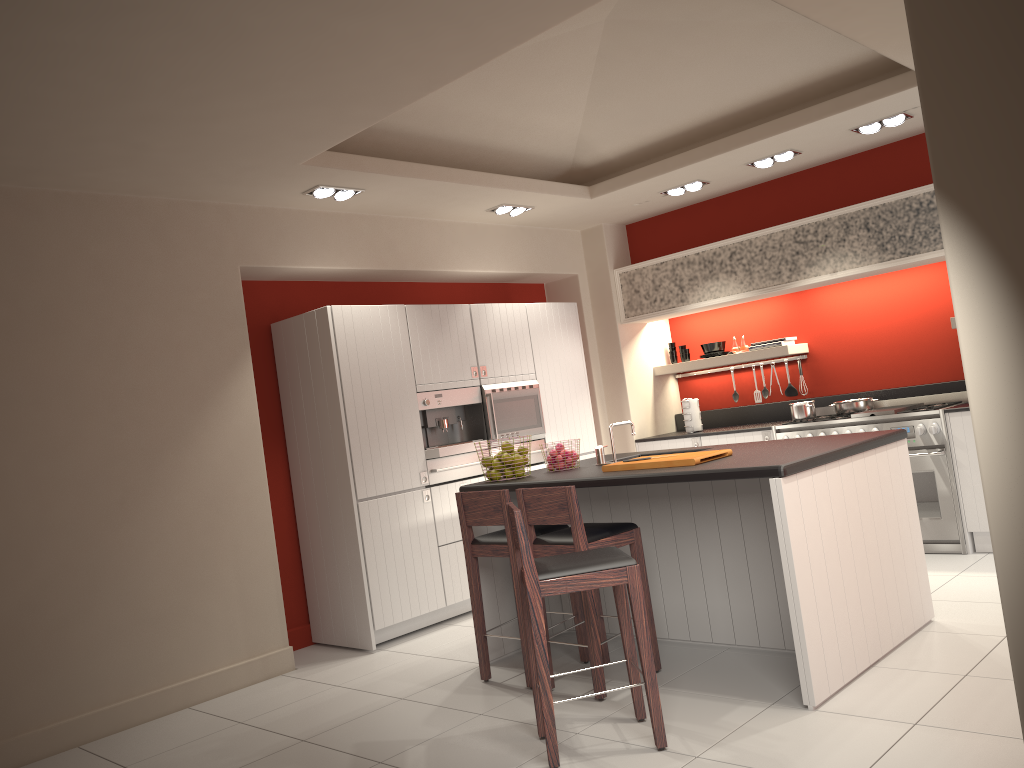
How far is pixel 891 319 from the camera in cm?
717

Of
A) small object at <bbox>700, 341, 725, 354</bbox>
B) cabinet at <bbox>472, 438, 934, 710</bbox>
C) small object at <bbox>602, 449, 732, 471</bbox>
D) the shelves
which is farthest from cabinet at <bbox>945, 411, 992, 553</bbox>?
small object at <bbox>602, 449, 732, 471</bbox>

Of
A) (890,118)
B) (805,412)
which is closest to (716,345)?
(805,412)

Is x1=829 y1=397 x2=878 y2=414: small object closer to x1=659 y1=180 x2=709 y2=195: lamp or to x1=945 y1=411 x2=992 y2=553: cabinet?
x1=945 y1=411 x2=992 y2=553: cabinet

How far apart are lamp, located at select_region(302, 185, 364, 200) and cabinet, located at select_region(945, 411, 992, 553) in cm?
436

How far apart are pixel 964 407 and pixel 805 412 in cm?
120

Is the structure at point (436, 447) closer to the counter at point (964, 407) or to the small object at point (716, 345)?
the small object at point (716, 345)

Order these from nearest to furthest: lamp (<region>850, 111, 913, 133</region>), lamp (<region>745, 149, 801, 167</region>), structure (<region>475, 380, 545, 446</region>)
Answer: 1. lamp (<region>850, 111, 913, 133</region>)
2. lamp (<region>745, 149, 801, 167</region>)
3. structure (<region>475, 380, 545, 446</region>)

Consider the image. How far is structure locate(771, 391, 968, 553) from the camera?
6.2m

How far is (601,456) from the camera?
5.2m
